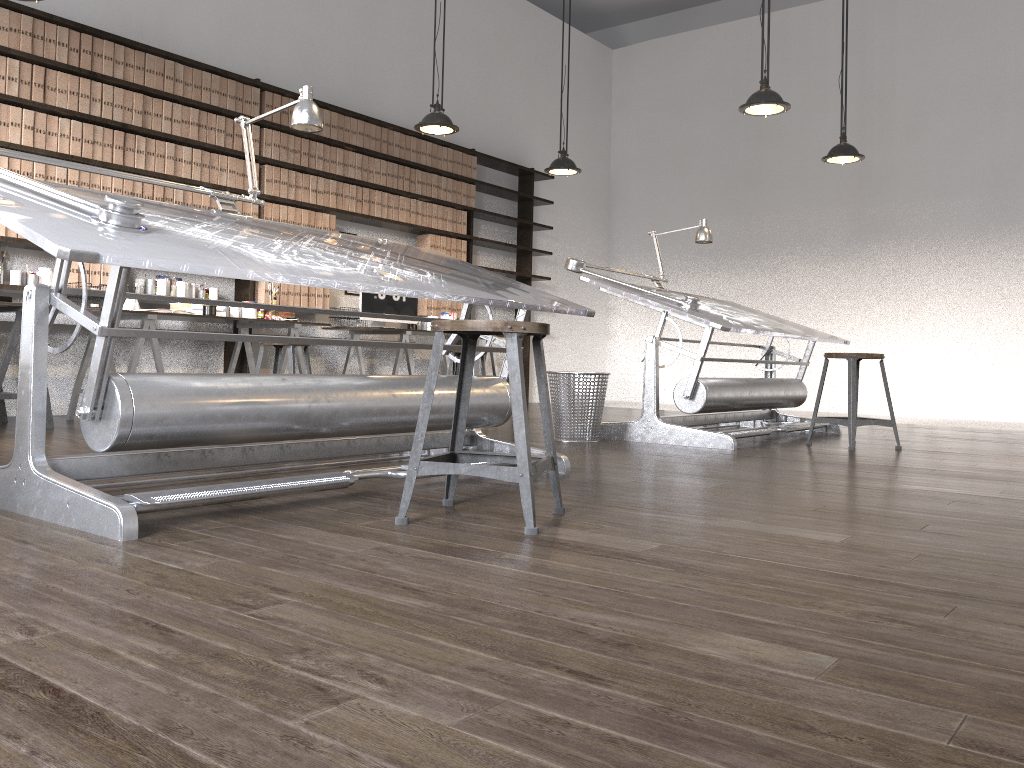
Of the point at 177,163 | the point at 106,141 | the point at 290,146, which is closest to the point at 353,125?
the point at 290,146

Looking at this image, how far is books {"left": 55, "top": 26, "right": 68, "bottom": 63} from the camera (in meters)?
5.29

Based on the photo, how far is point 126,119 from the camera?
5.64m

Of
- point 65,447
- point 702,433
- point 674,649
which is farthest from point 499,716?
point 702,433

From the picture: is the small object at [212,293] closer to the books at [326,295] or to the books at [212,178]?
the books at [212,178]

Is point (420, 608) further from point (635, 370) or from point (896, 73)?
point (635, 370)

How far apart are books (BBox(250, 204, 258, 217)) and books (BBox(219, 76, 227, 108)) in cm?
73

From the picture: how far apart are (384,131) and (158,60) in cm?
205

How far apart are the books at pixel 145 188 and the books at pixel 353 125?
1.88m

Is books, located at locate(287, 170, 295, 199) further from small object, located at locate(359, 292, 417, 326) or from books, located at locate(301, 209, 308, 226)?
small object, located at locate(359, 292, 417, 326)
